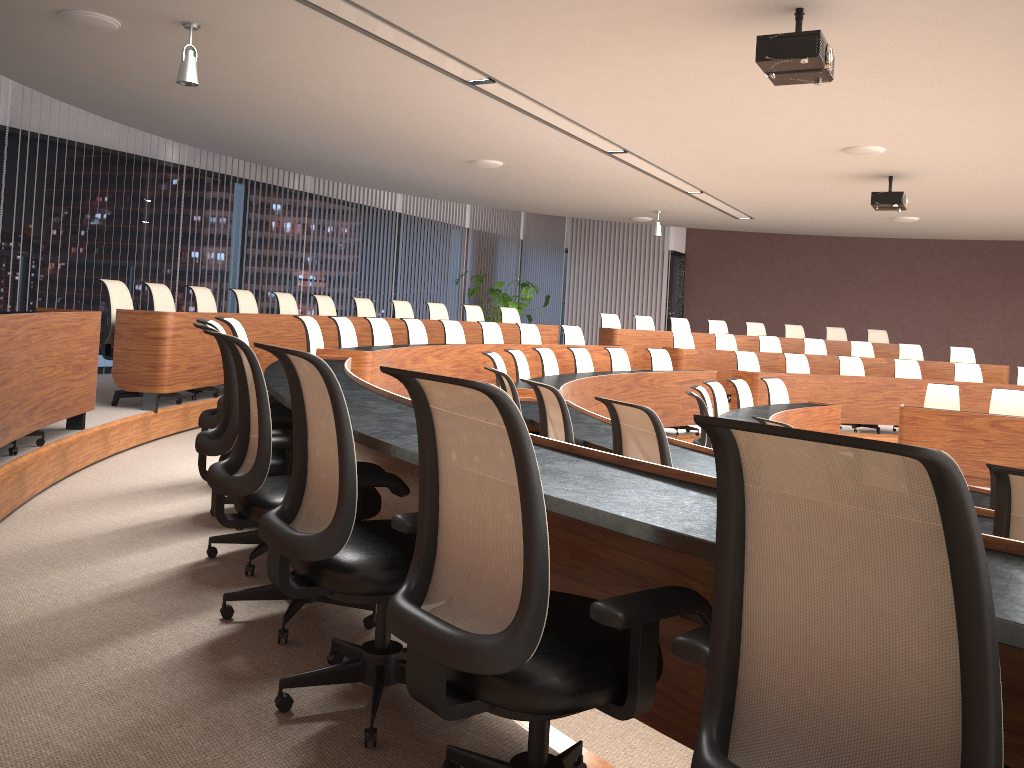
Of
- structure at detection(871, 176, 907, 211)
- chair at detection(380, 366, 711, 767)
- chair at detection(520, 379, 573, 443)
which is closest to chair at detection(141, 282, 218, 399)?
chair at detection(520, 379, 573, 443)

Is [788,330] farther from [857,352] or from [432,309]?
[432,309]

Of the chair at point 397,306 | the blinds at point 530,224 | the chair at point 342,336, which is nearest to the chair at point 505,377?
the chair at point 342,336

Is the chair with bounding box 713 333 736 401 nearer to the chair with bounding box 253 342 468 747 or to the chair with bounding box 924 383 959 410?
the chair with bounding box 924 383 959 410

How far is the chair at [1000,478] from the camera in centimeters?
227cm

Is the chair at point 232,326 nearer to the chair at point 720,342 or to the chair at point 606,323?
the chair at point 720,342

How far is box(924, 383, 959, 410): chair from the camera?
9.8 meters

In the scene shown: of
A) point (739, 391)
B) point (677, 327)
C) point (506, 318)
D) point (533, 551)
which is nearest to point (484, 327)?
point (506, 318)

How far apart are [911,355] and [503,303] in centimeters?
626cm

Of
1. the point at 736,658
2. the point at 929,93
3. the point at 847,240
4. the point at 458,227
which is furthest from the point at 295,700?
the point at 847,240
